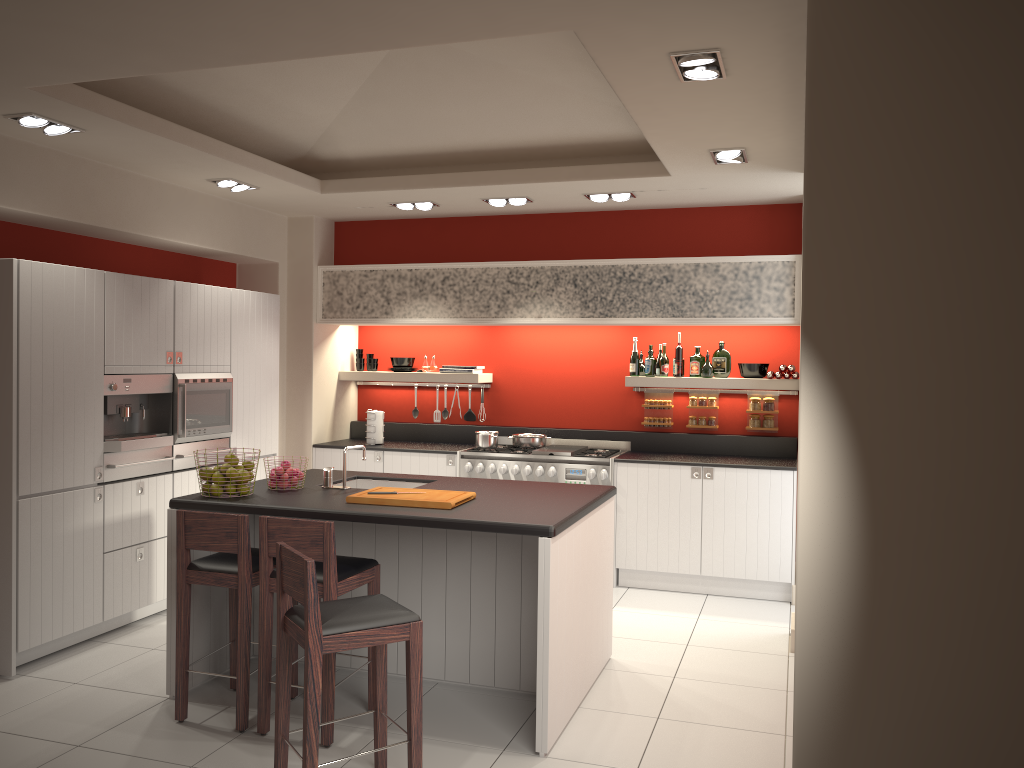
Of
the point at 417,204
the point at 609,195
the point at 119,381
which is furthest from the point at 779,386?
the point at 119,381

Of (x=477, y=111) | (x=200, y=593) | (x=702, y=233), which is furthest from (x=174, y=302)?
(x=702, y=233)

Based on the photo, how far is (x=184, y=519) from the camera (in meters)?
4.23

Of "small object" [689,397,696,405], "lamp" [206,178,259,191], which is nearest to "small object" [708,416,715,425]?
"small object" [689,397,696,405]

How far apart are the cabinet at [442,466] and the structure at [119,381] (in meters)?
1.88

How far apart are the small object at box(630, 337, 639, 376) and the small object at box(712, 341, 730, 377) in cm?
65

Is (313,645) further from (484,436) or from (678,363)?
(678,363)

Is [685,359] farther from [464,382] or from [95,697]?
[95,697]

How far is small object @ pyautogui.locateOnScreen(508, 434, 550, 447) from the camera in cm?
752

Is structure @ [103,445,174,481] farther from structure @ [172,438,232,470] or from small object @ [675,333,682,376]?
small object @ [675,333,682,376]
